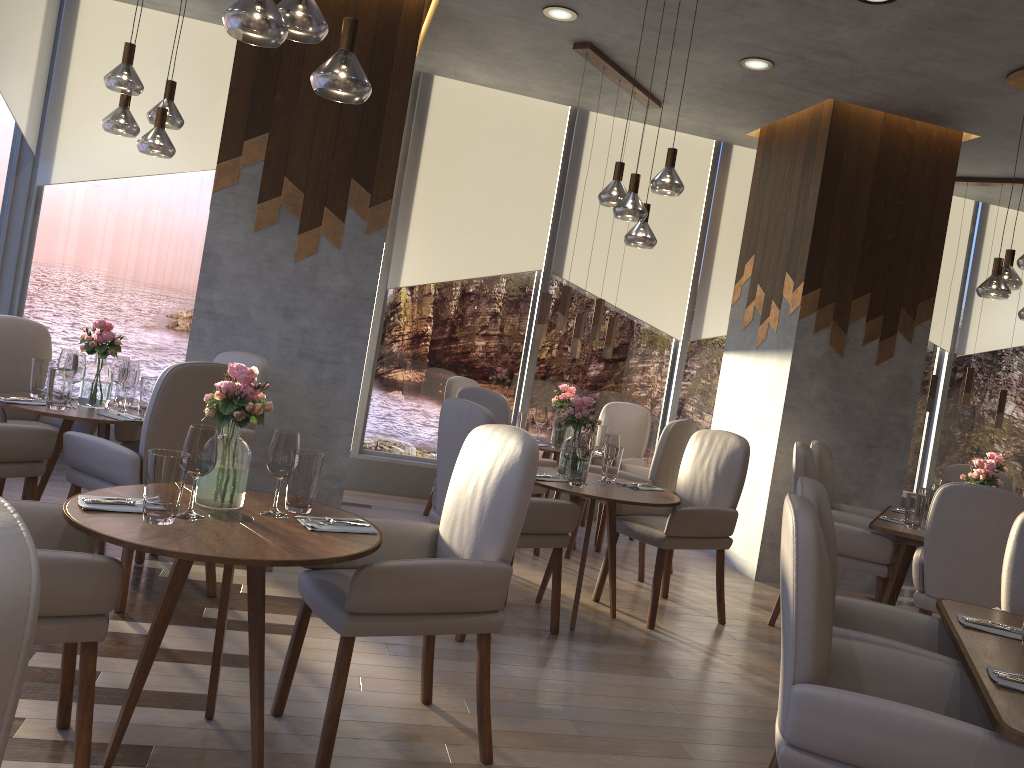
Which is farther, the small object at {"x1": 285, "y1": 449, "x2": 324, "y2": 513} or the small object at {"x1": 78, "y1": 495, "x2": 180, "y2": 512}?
the small object at {"x1": 285, "y1": 449, "x2": 324, "y2": 513}

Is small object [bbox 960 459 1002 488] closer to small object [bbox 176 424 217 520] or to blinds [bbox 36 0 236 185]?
small object [bbox 176 424 217 520]

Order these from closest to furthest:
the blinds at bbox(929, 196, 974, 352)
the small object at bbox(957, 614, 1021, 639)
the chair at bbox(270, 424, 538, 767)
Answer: Result: the chair at bbox(270, 424, 538, 767)
the small object at bbox(957, 614, 1021, 639)
the blinds at bbox(929, 196, 974, 352)

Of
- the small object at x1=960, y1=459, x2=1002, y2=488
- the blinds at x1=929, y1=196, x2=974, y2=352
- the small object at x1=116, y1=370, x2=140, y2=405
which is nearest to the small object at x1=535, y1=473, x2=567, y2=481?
the small object at x1=116, y1=370, x2=140, y2=405

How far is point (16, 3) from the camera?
5.3m

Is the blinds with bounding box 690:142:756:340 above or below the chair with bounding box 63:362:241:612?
above

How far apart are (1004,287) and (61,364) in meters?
4.8

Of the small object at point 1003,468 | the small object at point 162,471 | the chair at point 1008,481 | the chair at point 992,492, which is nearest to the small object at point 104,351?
the small object at point 162,471

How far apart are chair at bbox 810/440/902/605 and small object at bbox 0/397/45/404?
4.2m

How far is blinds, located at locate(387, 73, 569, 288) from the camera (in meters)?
6.68
